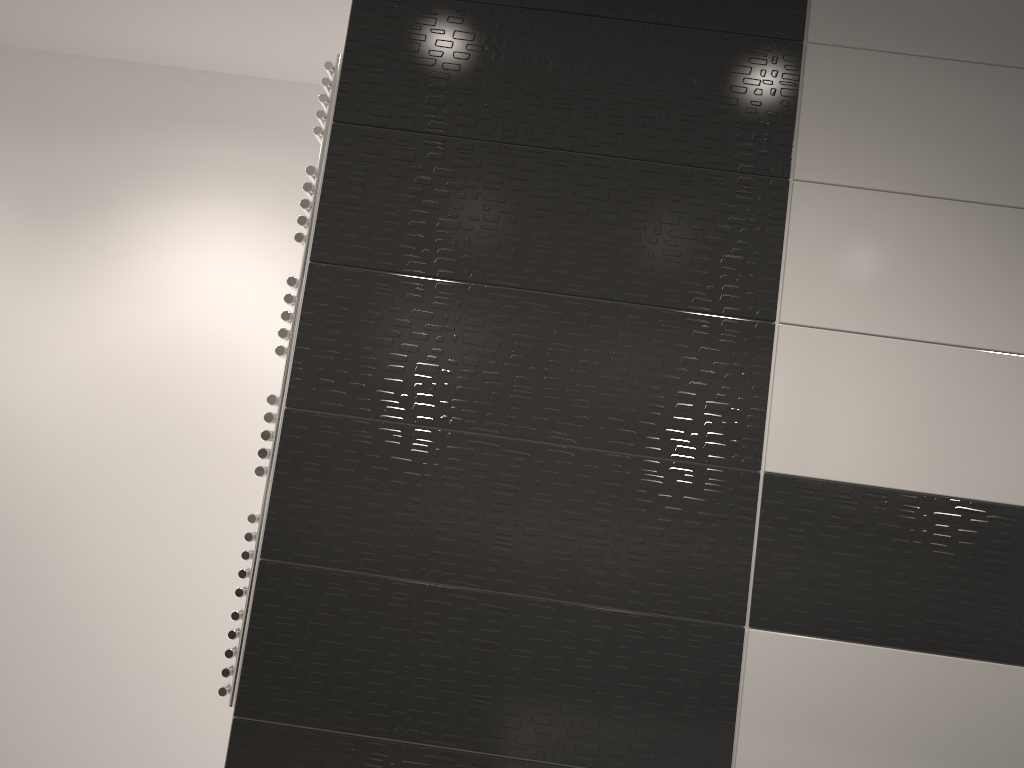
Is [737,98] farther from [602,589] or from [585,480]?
[602,589]

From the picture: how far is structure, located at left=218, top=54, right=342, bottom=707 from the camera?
1.67m

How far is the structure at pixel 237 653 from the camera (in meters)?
1.67

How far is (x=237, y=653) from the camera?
1.7m

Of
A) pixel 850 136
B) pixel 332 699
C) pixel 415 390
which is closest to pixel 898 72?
pixel 850 136
